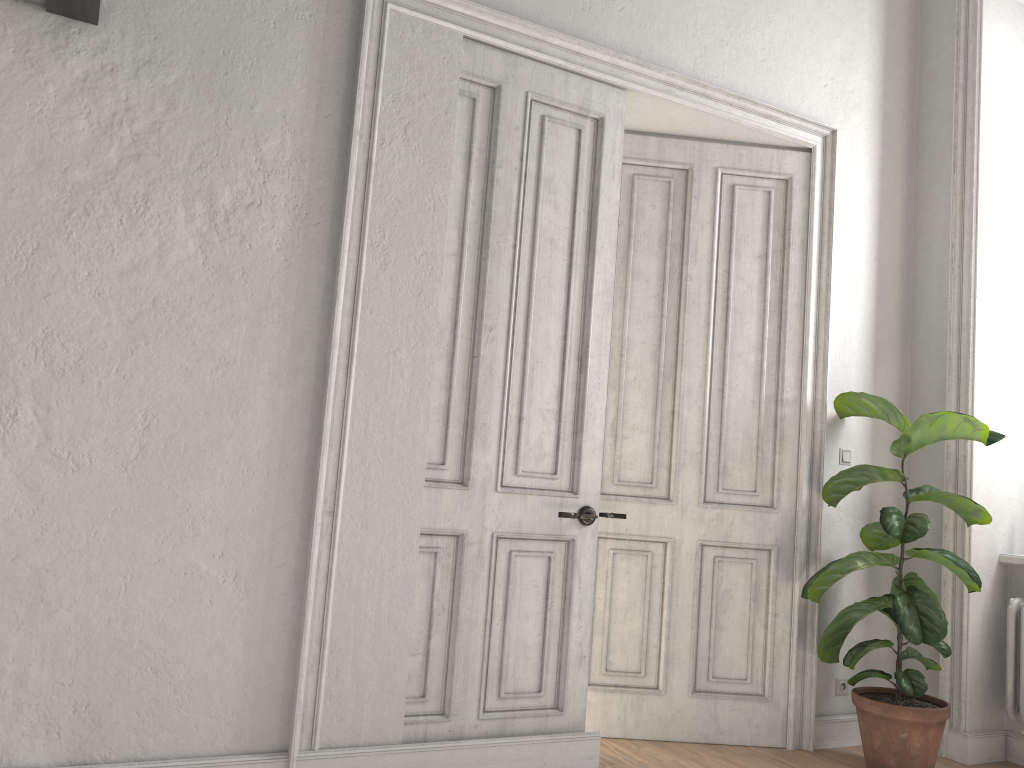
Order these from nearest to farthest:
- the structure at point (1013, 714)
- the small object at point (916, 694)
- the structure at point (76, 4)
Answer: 1. the structure at point (76, 4)
2. the small object at point (916, 694)
3. the structure at point (1013, 714)

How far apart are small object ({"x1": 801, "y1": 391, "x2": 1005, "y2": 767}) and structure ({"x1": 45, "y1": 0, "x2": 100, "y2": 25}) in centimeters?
338cm

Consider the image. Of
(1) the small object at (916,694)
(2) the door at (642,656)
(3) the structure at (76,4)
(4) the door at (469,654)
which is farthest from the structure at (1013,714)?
(3) the structure at (76,4)

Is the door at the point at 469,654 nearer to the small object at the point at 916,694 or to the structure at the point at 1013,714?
the small object at the point at 916,694

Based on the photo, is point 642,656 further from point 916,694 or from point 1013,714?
point 1013,714

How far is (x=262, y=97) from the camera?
3.09m

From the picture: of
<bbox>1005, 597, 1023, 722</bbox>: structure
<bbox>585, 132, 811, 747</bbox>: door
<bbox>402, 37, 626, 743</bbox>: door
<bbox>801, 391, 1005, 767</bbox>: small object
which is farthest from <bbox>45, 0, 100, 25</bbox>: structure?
<bbox>1005, 597, 1023, 722</bbox>: structure

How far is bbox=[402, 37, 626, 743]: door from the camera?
3.3 meters

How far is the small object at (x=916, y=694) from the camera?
3.6 meters

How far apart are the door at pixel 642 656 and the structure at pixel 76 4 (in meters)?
2.35
